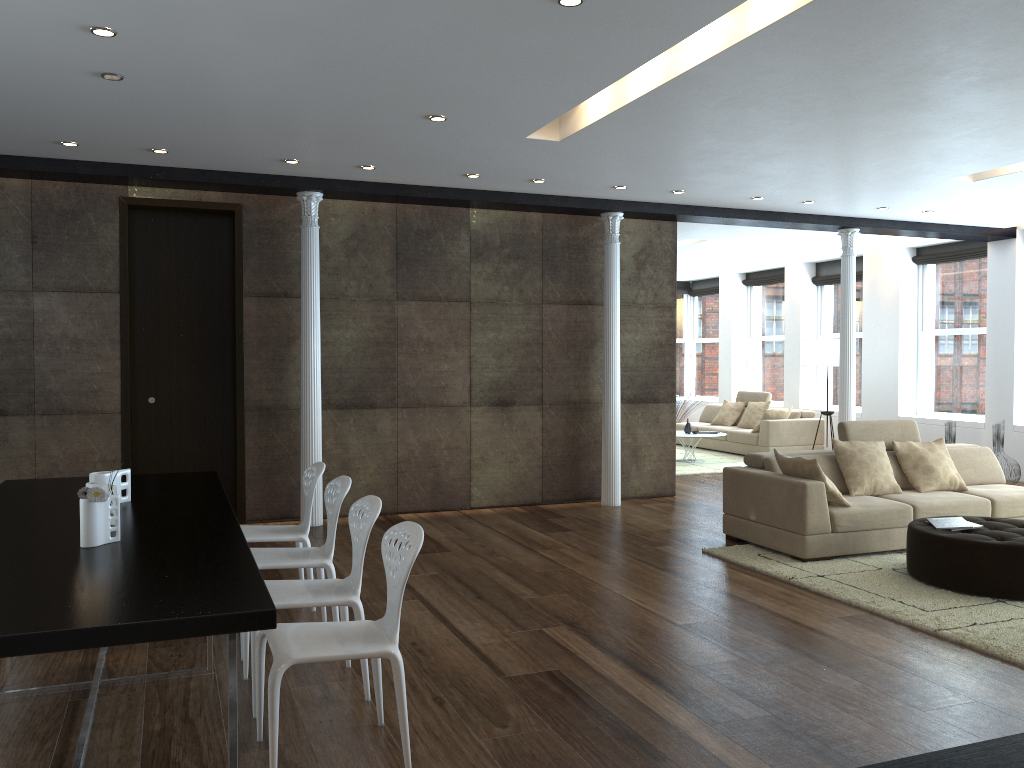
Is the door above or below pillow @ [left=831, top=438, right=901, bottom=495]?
above

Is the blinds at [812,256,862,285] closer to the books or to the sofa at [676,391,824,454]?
the sofa at [676,391,824,454]

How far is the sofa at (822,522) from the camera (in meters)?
6.29

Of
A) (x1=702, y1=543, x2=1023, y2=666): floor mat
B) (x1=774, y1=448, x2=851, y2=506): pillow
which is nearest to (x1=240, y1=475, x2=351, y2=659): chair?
(x1=702, y1=543, x2=1023, y2=666): floor mat

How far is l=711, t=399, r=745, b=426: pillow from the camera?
14.1 meters

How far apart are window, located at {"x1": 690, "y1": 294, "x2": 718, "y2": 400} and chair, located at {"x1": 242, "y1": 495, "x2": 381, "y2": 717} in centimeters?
1359cm

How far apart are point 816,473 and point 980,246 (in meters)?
6.71

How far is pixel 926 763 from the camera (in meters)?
1.13

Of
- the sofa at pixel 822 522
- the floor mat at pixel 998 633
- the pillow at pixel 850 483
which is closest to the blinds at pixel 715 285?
the sofa at pixel 822 522

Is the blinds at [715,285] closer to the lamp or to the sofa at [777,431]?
the sofa at [777,431]
